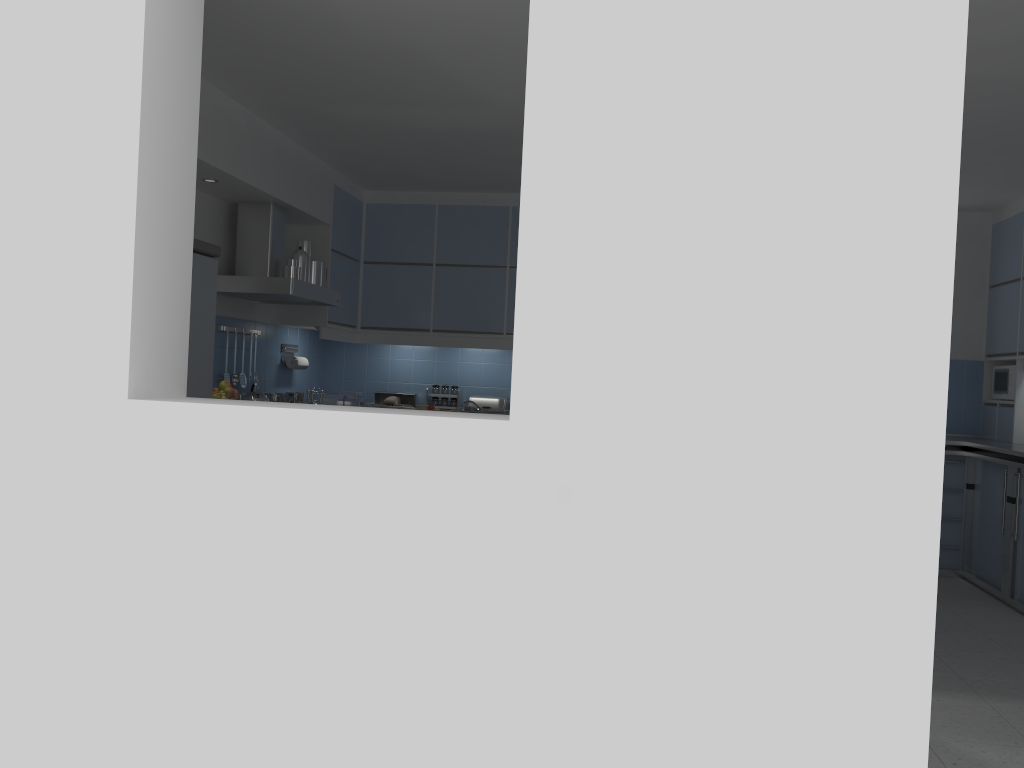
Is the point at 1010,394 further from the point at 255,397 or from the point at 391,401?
the point at 255,397

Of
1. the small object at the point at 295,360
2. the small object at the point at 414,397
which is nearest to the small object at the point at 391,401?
the small object at the point at 414,397

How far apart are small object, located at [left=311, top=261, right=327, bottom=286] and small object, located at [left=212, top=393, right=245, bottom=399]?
1.2m

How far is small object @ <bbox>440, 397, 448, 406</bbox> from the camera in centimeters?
734cm

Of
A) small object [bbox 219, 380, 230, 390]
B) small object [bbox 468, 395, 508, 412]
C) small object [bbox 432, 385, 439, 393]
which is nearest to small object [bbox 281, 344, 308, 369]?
small object [bbox 432, 385, 439, 393]

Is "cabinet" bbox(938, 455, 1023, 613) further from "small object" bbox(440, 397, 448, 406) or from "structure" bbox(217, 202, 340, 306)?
"structure" bbox(217, 202, 340, 306)

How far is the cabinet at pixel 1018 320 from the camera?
6.28m

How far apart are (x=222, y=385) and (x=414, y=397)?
2.6 meters

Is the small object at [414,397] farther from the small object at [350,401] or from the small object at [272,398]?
the small object at [272,398]

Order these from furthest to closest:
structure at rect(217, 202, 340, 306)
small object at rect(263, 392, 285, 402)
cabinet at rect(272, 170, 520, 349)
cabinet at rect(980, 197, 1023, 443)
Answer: cabinet at rect(272, 170, 520, 349) < cabinet at rect(980, 197, 1023, 443) < small object at rect(263, 392, 285, 402) < structure at rect(217, 202, 340, 306)
